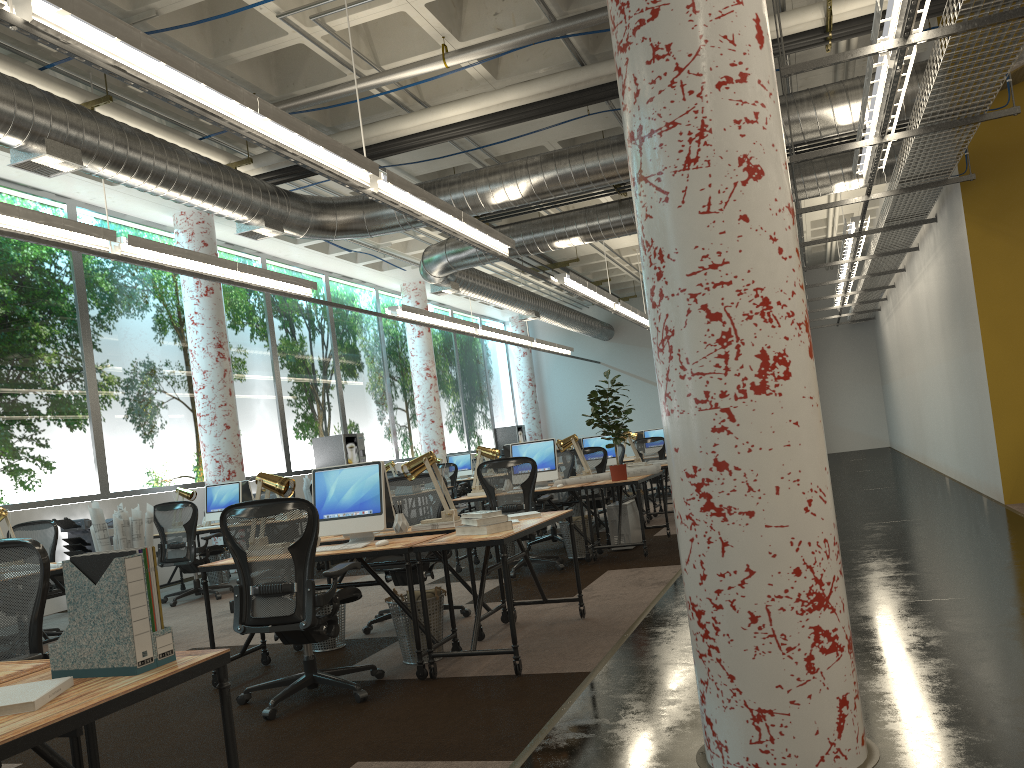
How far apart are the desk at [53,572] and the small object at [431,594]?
3.1 meters

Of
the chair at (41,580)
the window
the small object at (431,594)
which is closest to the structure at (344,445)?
the window

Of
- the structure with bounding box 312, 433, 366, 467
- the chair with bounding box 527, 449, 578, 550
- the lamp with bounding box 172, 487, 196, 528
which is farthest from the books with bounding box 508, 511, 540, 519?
the structure with bounding box 312, 433, 366, 467

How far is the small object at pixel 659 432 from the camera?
15.6m

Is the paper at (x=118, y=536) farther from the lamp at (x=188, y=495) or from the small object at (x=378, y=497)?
the lamp at (x=188, y=495)

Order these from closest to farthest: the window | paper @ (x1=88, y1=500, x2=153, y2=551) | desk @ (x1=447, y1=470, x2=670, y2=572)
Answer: paper @ (x1=88, y1=500, x2=153, y2=551), desk @ (x1=447, y1=470, x2=670, y2=572), the window

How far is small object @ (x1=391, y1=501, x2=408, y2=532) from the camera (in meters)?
5.68

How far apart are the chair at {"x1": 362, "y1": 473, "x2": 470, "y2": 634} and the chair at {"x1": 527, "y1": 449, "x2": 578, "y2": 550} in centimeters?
341cm

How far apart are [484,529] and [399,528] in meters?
1.0 m

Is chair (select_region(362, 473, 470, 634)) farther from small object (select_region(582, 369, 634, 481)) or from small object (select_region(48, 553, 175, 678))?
small object (select_region(48, 553, 175, 678))
